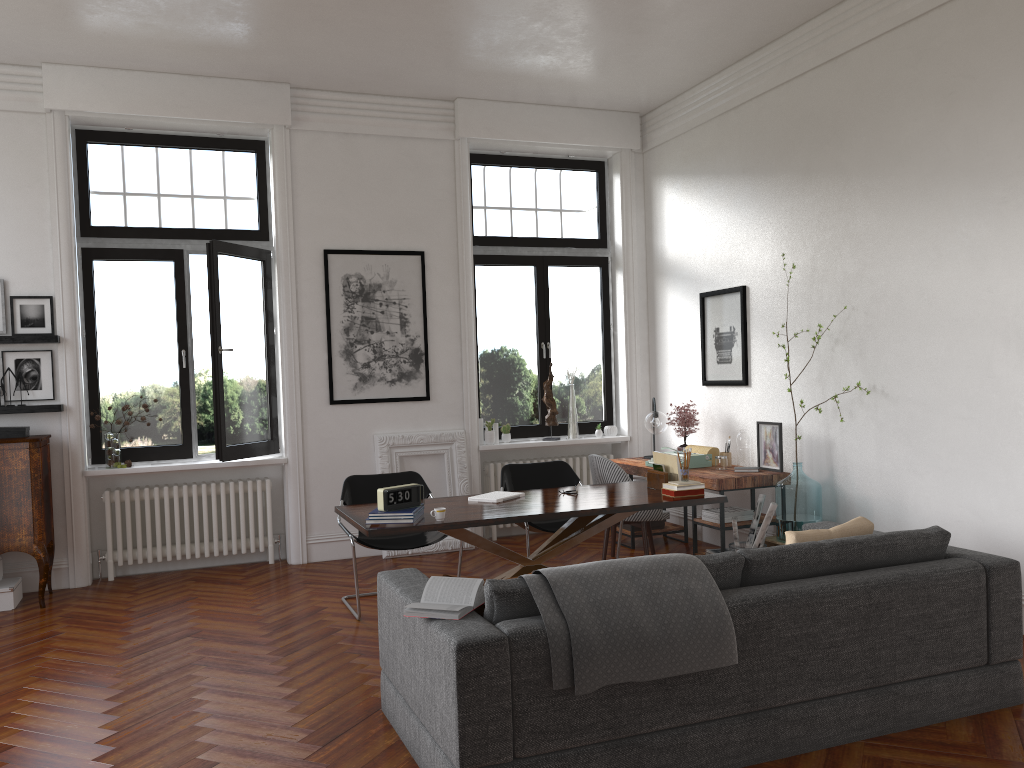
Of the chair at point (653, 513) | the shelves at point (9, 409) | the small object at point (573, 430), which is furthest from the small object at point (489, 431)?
the shelves at point (9, 409)

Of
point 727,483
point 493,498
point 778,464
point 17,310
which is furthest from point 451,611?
point 17,310

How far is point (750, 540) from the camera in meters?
6.3 m

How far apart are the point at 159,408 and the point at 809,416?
5.2 meters

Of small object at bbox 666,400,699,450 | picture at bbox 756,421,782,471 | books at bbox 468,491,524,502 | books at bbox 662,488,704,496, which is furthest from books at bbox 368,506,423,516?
small object at bbox 666,400,699,450

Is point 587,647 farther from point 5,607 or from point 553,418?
point 553,418

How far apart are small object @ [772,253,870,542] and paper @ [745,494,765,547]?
0.2m

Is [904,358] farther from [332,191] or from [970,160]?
[332,191]

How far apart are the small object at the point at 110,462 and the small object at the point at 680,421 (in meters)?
4.60

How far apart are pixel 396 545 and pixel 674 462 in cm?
193
